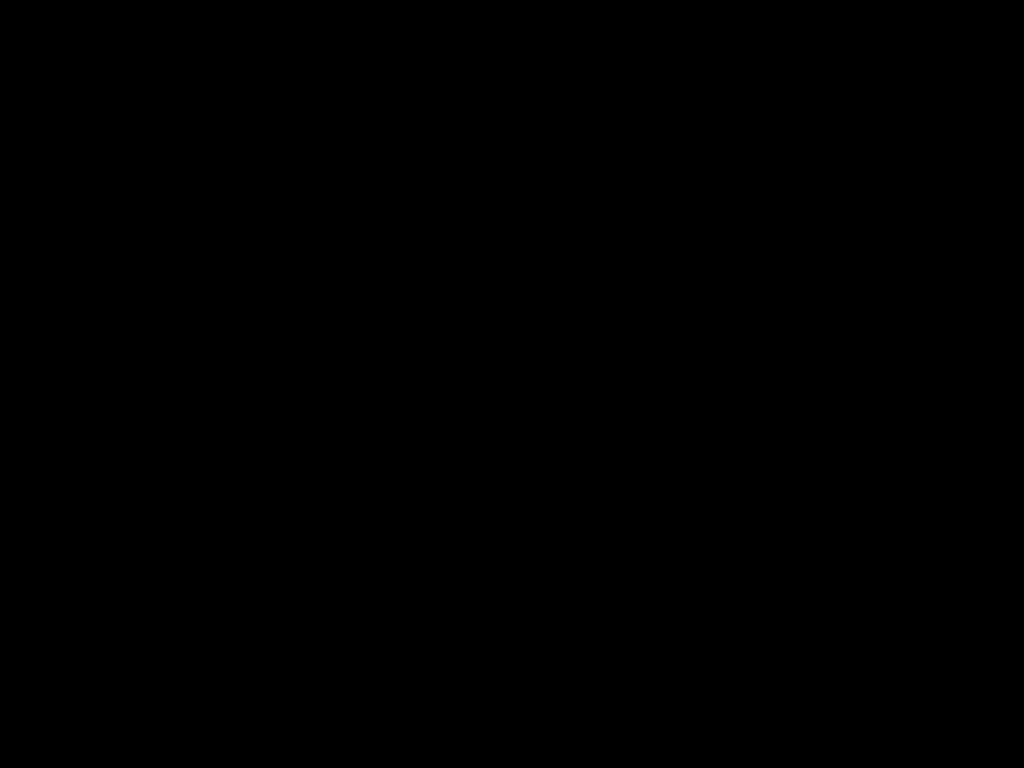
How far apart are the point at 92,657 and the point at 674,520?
0.4 meters

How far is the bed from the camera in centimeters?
61cm

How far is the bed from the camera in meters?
0.6 m
